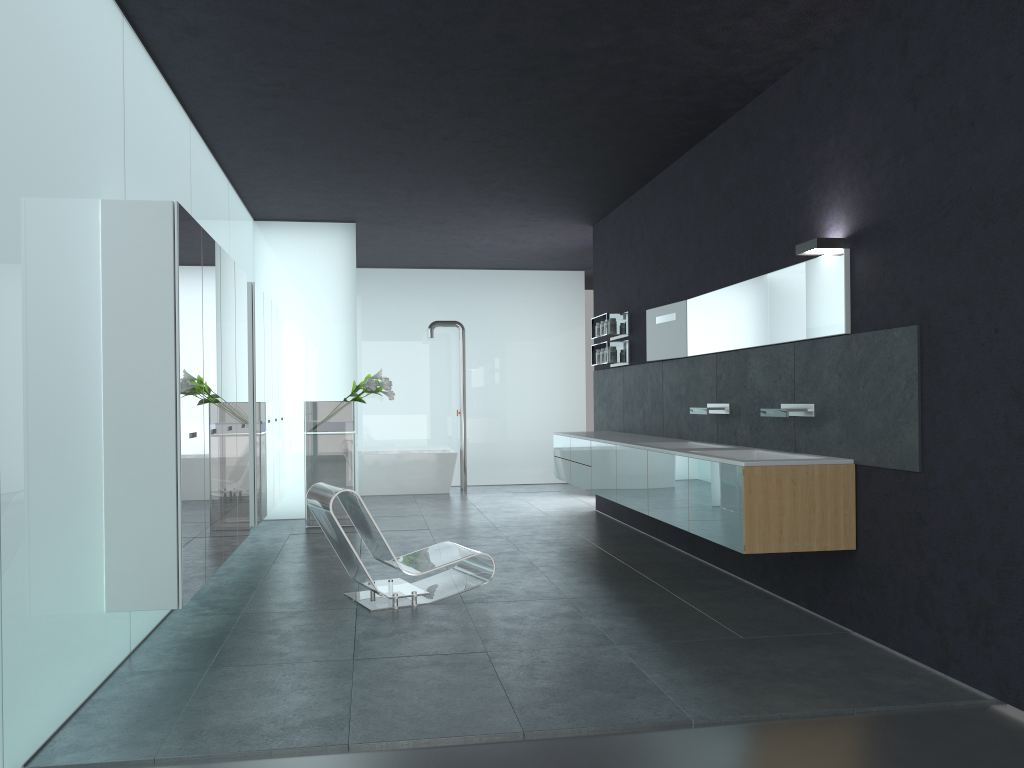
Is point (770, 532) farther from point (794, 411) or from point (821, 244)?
point (821, 244)

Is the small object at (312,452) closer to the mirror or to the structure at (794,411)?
the mirror

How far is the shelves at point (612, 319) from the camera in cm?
1023

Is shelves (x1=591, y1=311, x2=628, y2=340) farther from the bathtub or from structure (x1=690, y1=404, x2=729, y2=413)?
the bathtub

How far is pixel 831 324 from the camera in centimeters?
569cm

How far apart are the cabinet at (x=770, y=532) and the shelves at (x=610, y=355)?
0.87m

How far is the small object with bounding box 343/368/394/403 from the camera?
10.3 meters

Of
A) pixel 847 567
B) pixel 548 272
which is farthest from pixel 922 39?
pixel 548 272

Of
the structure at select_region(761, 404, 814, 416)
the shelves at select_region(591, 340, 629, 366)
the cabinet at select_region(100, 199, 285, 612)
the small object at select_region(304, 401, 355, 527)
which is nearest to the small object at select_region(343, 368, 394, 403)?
the small object at select_region(304, 401, 355, 527)

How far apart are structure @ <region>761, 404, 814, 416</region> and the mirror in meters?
0.5 m
